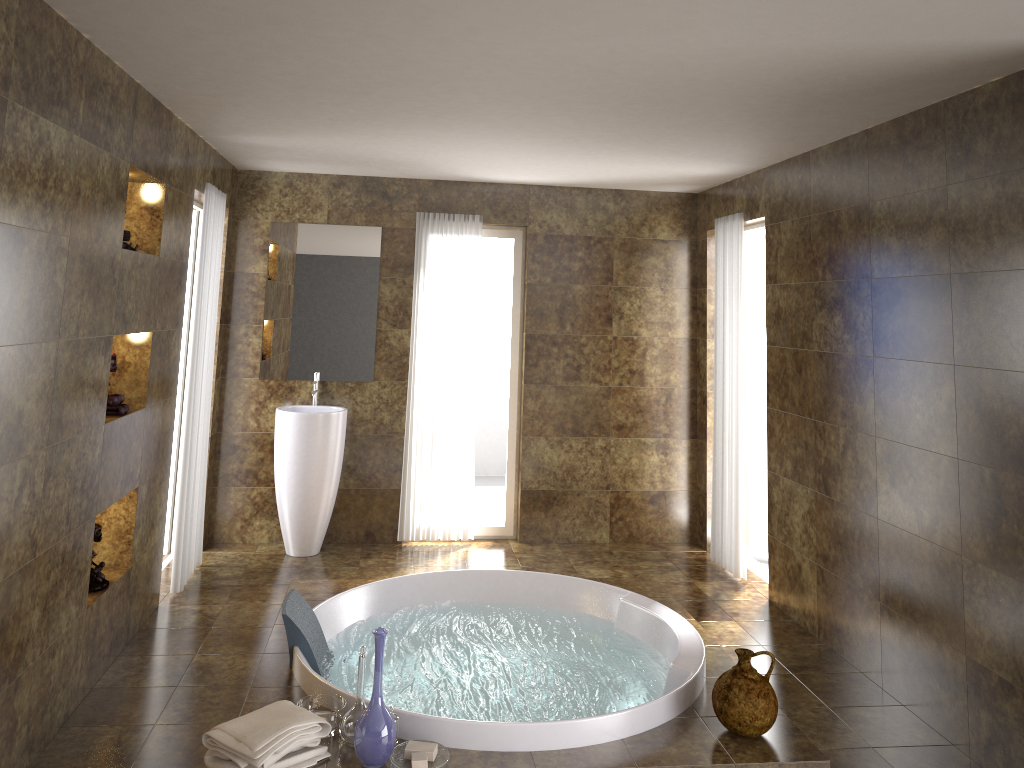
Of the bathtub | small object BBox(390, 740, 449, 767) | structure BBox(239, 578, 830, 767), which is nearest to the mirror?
structure BBox(239, 578, 830, 767)

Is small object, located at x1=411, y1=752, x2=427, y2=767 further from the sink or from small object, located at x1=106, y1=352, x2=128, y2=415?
the sink

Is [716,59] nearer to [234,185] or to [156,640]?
[156,640]

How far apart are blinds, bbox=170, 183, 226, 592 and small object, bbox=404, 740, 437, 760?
2.4m

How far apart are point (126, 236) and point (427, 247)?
2.6 meters

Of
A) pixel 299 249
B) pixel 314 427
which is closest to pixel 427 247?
pixel 299 249

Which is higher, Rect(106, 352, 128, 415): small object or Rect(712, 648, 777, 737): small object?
Rect(106, 352, 128, 415): small object

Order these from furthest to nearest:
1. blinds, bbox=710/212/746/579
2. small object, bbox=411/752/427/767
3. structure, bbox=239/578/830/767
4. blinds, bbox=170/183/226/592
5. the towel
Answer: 1. blinds, bbox=710/212/746/579
2. blinds, bbox=170/183/226/592
3. structure, bbox=239/578/830/767
4. small object, bbox=411/752/427/767
5. the towel

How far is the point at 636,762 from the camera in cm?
314

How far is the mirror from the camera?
6.0m
